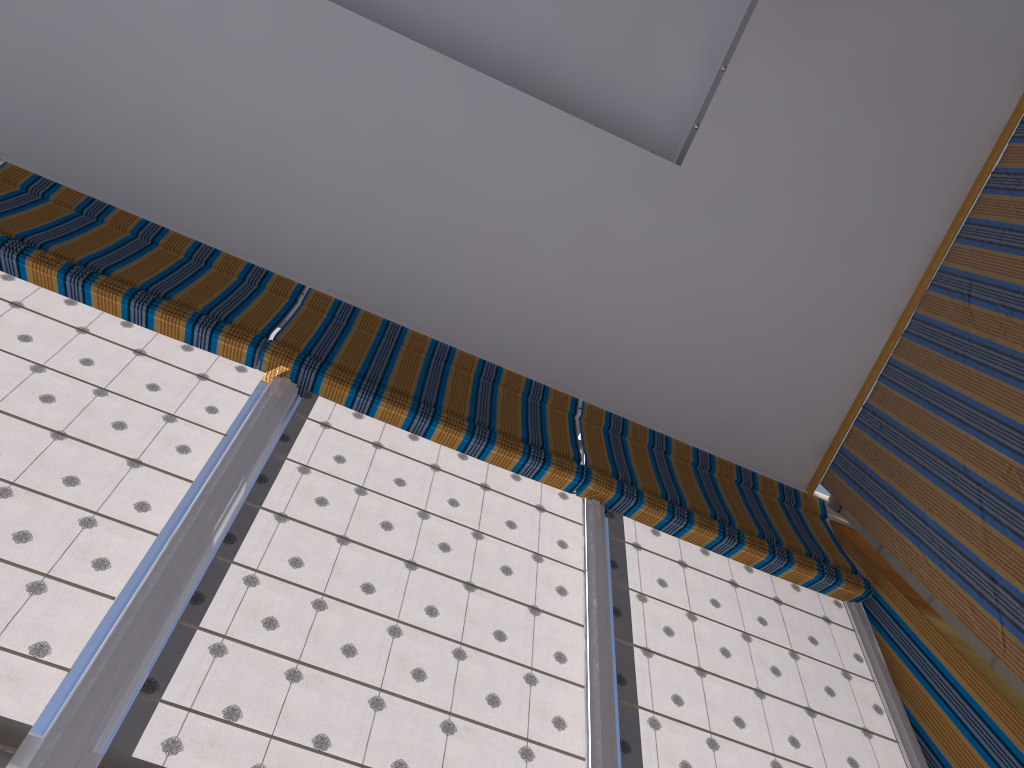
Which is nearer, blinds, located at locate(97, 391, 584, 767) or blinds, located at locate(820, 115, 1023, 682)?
blinds, located at locate(97, 391, 584, 767)

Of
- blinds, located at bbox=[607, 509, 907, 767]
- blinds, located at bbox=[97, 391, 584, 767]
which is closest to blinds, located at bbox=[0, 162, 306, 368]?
blinds, located at bbox=[97, 391, 584, 767]

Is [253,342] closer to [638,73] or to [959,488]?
[638,73]

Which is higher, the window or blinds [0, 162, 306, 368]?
Result: blinds [0, 162, 306, 368]

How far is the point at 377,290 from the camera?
4.6 meters

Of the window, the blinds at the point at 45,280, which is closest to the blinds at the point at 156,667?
the window

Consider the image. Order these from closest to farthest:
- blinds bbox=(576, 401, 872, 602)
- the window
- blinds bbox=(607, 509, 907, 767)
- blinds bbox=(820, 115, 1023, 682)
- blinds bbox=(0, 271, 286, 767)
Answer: the window, blinds bbox=(0, 271, 286, 767), blinds bbox=(607, 509, 907, 767), blinds bbox=(820, 115, 1023, 682), blinds bbox=(576, 401, 872, 602)

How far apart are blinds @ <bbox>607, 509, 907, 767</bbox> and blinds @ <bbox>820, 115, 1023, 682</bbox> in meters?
0.4 m

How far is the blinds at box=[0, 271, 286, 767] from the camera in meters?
2.4

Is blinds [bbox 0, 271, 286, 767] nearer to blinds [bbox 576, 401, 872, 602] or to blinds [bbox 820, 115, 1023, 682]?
blinds [bbox 576, 401, 872, 602]
